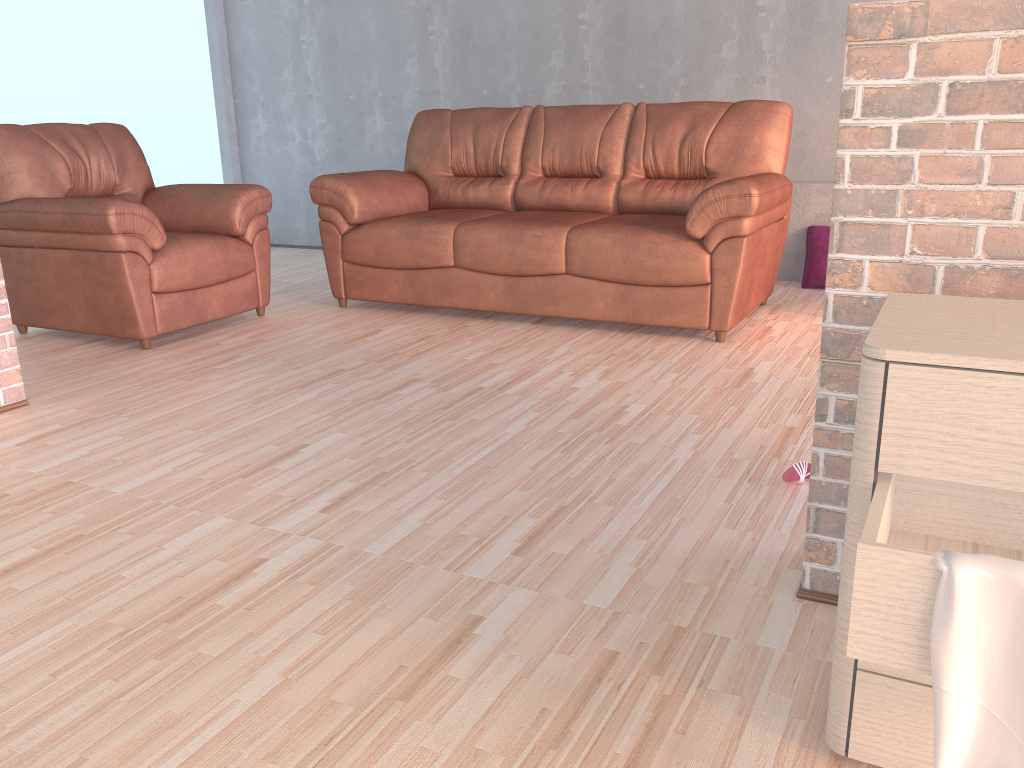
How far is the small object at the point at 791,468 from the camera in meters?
2.2

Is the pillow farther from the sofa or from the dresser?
the dresser

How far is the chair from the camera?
3.57m

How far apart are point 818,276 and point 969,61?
3.4 meters

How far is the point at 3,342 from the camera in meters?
2.9 m

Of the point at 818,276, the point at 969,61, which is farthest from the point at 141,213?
the point at 818,276

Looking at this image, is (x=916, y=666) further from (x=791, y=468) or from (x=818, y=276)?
(x=818, y=276)

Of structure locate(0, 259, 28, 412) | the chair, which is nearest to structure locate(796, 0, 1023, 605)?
structure locate(0, 259, 28, 412)

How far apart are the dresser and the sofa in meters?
2.1 m

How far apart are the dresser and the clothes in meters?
0.0 m
